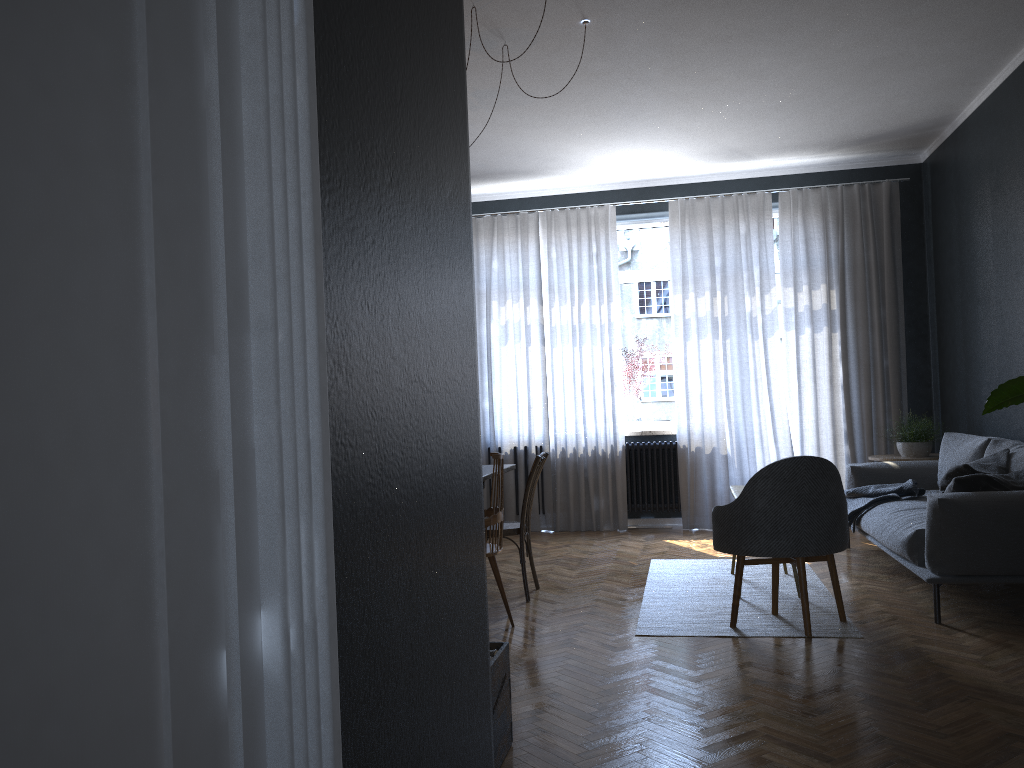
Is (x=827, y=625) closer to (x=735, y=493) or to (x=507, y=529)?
(x=735, y=493)

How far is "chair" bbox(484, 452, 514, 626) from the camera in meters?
4.3

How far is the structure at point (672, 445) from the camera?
7.5m

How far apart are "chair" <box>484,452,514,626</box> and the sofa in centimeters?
198cm

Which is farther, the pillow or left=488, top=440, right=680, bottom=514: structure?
left=488, top=440, right=680, bottom=514: structure

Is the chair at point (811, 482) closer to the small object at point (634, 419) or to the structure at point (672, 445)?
the structure at point (672, 445)

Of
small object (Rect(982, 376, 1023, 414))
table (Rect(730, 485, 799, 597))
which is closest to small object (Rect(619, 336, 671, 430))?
table (Rect(730, 485, 799, 597))

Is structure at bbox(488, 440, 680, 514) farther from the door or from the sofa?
the door

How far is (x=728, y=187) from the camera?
7.57m

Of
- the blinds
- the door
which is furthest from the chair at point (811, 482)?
the door
